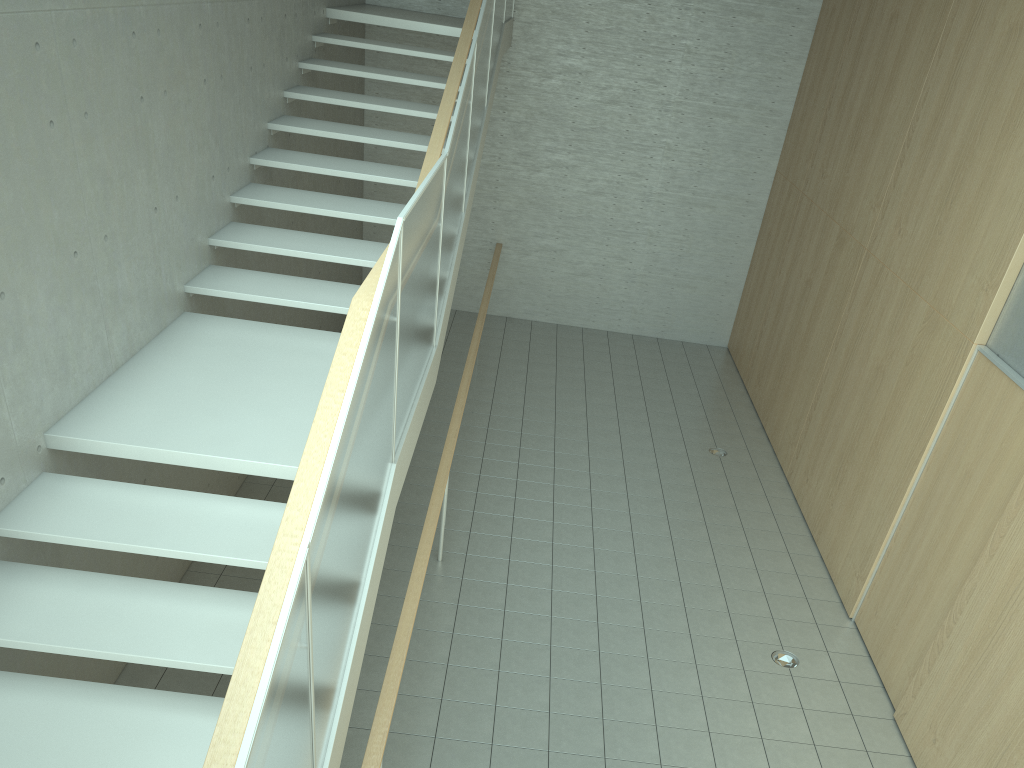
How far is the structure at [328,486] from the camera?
2.5 meters

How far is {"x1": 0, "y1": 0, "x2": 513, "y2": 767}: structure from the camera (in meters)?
2.47

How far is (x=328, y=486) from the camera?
2.5 meters
